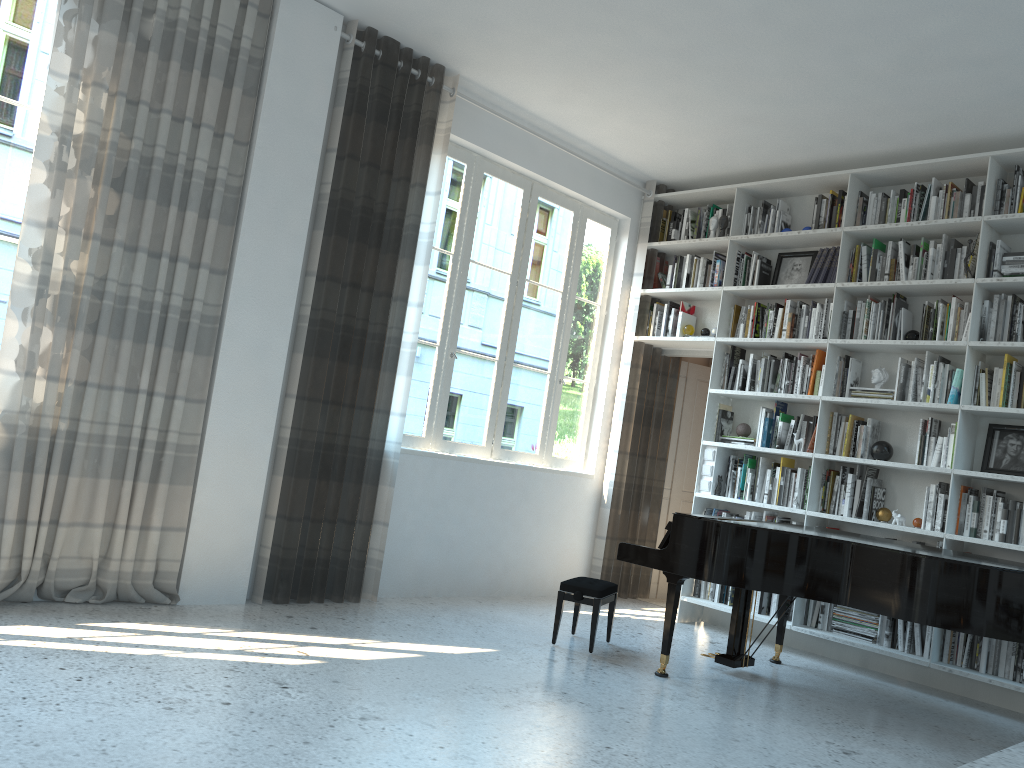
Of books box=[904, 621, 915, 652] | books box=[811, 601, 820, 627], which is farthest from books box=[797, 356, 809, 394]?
books box=[904, 621, 915, 652]

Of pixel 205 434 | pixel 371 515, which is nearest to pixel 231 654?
pixel 205 434

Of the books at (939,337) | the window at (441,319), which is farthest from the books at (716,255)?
the books at (939,337)

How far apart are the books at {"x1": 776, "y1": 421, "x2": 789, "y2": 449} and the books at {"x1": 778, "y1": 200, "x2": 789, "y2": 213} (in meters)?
1.58

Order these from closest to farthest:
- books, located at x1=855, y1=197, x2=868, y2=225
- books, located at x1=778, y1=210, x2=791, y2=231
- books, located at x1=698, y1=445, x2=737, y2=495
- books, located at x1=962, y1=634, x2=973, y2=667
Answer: books, located at x1=962, y1=634, x2=973, y2=667, books, located at x1=855, y1=197, x2=868, y2=225, books, located at x1=698, y1=445, x2=737, y2=495, books, located at x1=778, y1=210, x2=791, y2=231

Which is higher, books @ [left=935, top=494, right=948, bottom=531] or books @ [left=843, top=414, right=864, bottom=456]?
books @ [left=843, top=414, right=864, bottom=456]

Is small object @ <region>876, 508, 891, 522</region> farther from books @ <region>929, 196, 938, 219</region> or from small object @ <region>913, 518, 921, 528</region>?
books @ <region>929, 196, 938, 219</region>

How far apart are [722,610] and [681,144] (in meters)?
3.15

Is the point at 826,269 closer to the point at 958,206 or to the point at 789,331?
the point at 789,331

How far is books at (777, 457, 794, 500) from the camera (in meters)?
5.91
